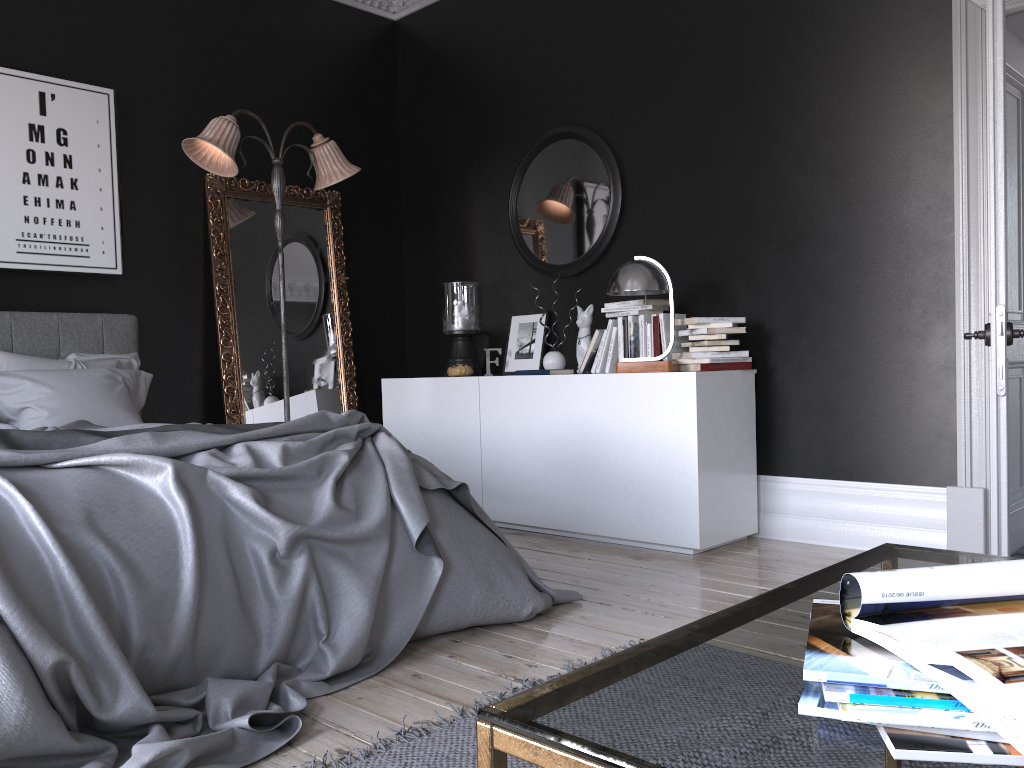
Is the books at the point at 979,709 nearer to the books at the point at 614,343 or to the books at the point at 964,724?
the books at the point at 964,724

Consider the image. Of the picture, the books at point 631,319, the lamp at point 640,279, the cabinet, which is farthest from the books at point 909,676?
the picture

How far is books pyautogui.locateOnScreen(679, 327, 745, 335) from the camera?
4.40m

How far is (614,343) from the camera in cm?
489

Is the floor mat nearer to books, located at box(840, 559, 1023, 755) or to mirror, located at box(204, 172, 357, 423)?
books, located at box(840, 559, 1023, 755)

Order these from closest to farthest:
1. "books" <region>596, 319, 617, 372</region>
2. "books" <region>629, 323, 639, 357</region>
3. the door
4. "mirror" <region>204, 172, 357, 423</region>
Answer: the door → "books" <region>629, 323, 639, 357</region> → "books" <region>596, 319, 617, 372</region> → "mirror" <region>204, 172, 357, 423</region>

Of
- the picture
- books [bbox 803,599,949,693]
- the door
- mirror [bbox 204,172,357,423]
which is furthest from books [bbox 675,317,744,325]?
books [bbox 803,599,949,693]

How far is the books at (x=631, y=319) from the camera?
4.78m

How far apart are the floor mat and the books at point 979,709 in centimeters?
134cm

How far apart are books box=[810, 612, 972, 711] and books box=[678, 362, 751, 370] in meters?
3.7 m
